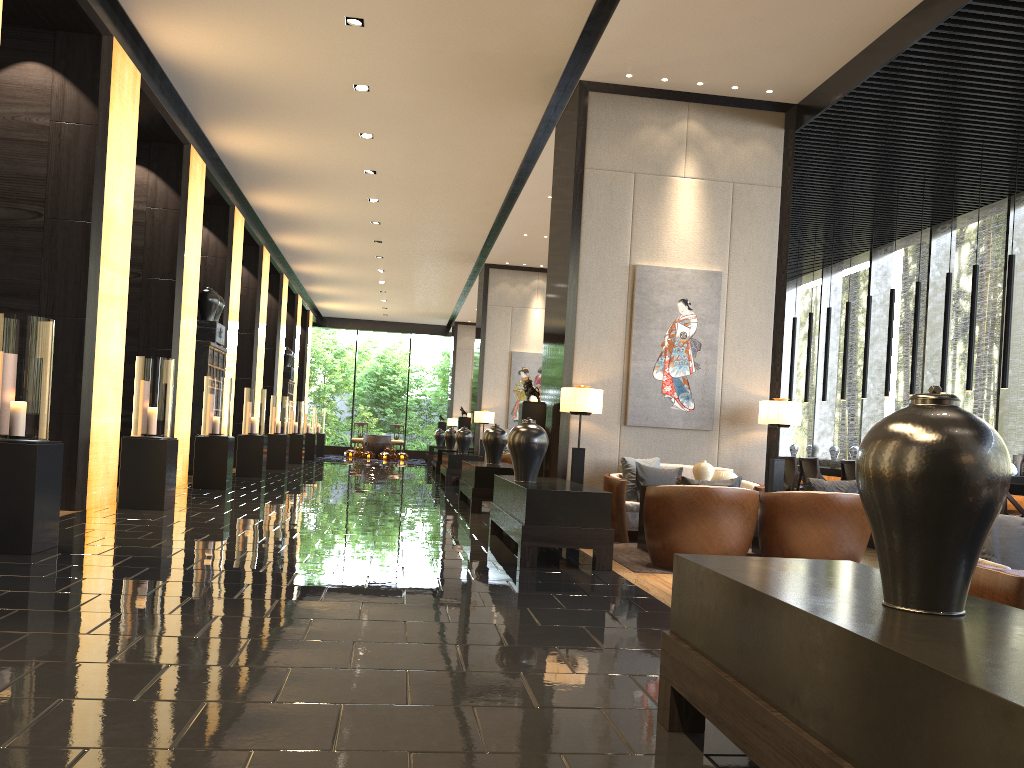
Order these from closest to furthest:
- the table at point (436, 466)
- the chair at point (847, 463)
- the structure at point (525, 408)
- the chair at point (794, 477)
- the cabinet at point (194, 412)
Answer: the structure at point (525, 408)
the chair at point (847, 463)
the chair at point (794, 477)
the cabinet at point (194, 412)
the table at point (436, 466)

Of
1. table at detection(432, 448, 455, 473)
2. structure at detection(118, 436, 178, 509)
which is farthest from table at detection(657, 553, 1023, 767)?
table at detection(432, 448, 455, 473)

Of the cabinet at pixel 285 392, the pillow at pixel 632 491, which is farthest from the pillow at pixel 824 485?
the cabinet at pixel 285 392

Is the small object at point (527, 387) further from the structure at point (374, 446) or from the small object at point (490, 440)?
the structure at point (374, 446)

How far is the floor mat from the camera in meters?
6.1

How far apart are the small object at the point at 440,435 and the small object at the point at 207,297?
12.4 meters

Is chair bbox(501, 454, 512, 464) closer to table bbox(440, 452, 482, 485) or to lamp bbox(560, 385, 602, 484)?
table bbox(440, 452, 482, 485)

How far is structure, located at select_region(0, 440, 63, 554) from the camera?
5.1m

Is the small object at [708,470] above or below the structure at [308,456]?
above

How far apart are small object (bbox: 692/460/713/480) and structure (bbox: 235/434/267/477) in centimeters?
868cm
